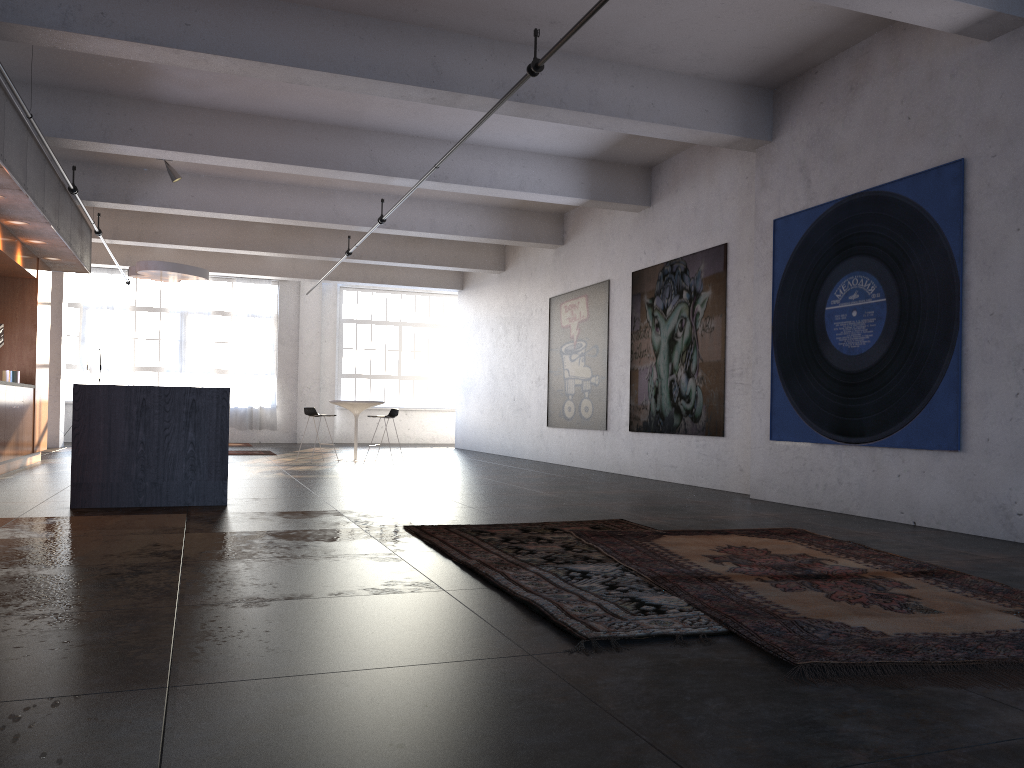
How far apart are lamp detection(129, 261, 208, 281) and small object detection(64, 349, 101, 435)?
5.3 meters

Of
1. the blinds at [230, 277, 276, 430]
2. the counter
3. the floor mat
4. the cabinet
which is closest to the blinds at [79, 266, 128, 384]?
the blinds at [230, 277, 276, 430]

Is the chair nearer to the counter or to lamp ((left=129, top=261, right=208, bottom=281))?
lamp ((left=129, top=261, right=208, bottom=281))

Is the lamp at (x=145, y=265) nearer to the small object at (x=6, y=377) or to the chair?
→ the small object at (x=6, y=377)

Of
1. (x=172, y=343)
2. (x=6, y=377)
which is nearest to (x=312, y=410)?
(x=6, y=377)

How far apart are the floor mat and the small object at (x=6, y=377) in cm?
895

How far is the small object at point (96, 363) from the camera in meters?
17.3

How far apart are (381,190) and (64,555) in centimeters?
897cm

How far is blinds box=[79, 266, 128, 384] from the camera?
19.5 meters

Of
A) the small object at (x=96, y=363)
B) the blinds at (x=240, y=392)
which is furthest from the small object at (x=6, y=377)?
the blinds at (x=240, y=392)
